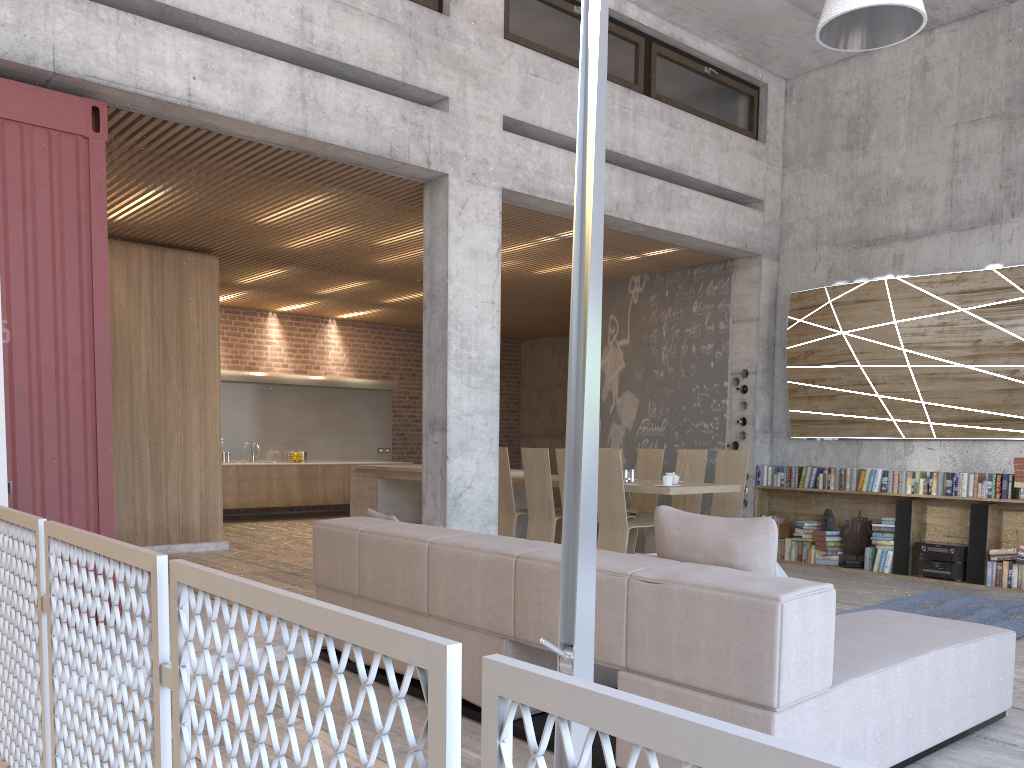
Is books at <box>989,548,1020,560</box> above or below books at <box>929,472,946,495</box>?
below

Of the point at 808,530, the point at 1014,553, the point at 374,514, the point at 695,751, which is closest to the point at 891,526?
the point at 808,530

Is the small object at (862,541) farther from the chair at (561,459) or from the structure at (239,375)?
the structure at (239,375)

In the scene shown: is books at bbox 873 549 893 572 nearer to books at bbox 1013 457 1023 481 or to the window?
books at bbox 1013 457 1023 481

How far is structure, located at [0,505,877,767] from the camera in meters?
0.7

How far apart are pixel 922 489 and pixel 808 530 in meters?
1.3 m

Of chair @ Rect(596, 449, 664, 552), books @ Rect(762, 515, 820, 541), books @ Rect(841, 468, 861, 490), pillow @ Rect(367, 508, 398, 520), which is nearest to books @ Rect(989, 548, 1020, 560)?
books @ Rect(841, 468, 861, 490)

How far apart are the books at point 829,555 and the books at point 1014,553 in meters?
1.5

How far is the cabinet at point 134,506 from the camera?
9.0m

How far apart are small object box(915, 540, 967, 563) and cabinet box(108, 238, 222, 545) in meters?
7.1 m
